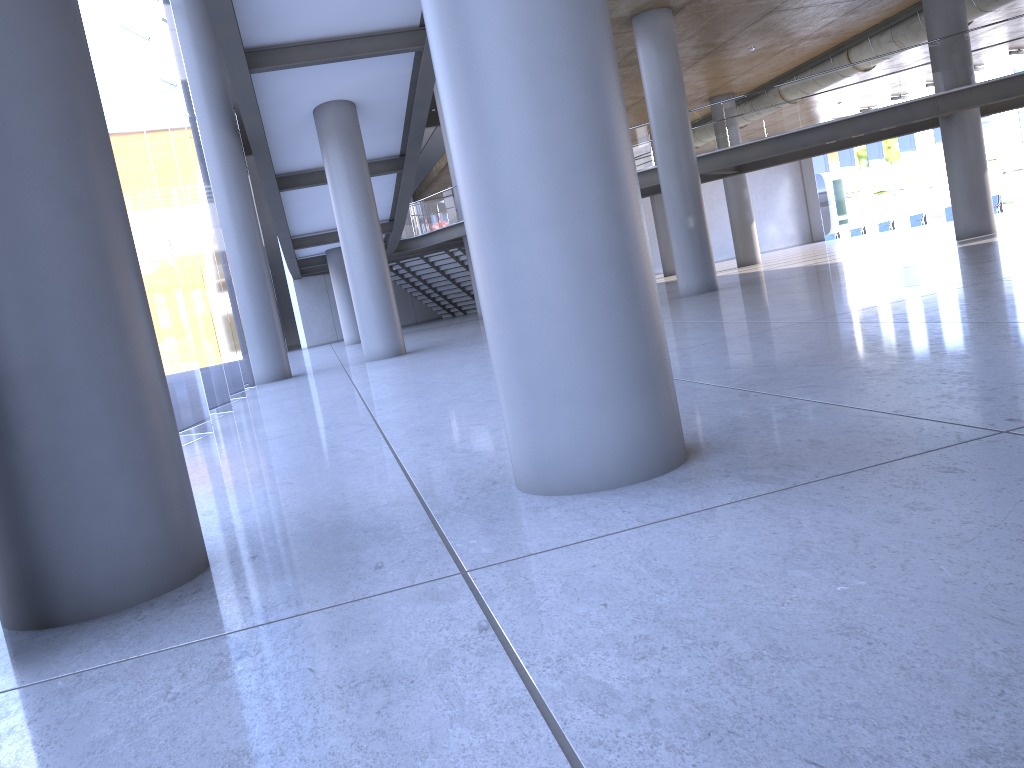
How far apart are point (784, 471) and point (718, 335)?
5.7 meters
